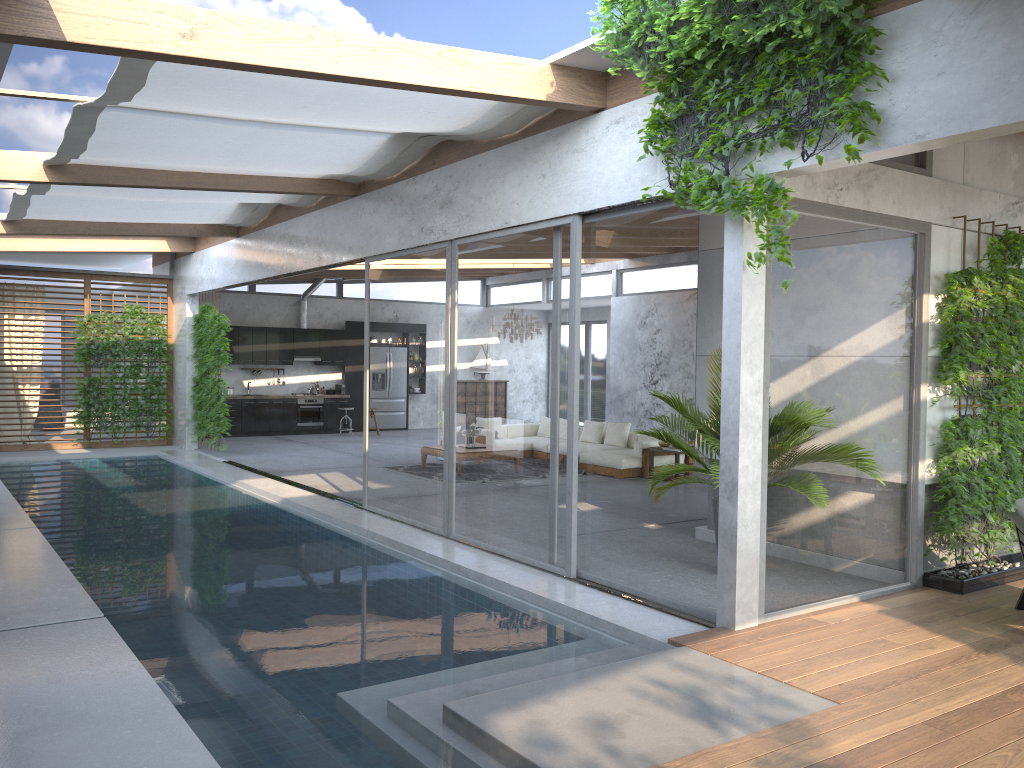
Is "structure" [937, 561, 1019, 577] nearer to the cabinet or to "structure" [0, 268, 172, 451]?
"structure" [0, 268, 172, 451]

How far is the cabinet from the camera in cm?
1843

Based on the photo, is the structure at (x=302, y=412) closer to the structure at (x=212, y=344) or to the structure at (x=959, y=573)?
the structure at (x=212, y=344)

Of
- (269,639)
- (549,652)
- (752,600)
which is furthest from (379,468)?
(752,600)

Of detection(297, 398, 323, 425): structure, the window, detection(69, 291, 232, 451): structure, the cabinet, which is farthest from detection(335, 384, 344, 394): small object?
detection(69, 291, 232, 451): structure

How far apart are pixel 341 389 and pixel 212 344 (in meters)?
5.25

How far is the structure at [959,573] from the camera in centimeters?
648cm

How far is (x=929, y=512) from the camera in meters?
6.7

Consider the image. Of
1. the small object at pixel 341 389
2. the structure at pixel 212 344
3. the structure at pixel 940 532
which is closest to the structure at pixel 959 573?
the structure at pixel 940 532

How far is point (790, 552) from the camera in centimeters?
570cm
